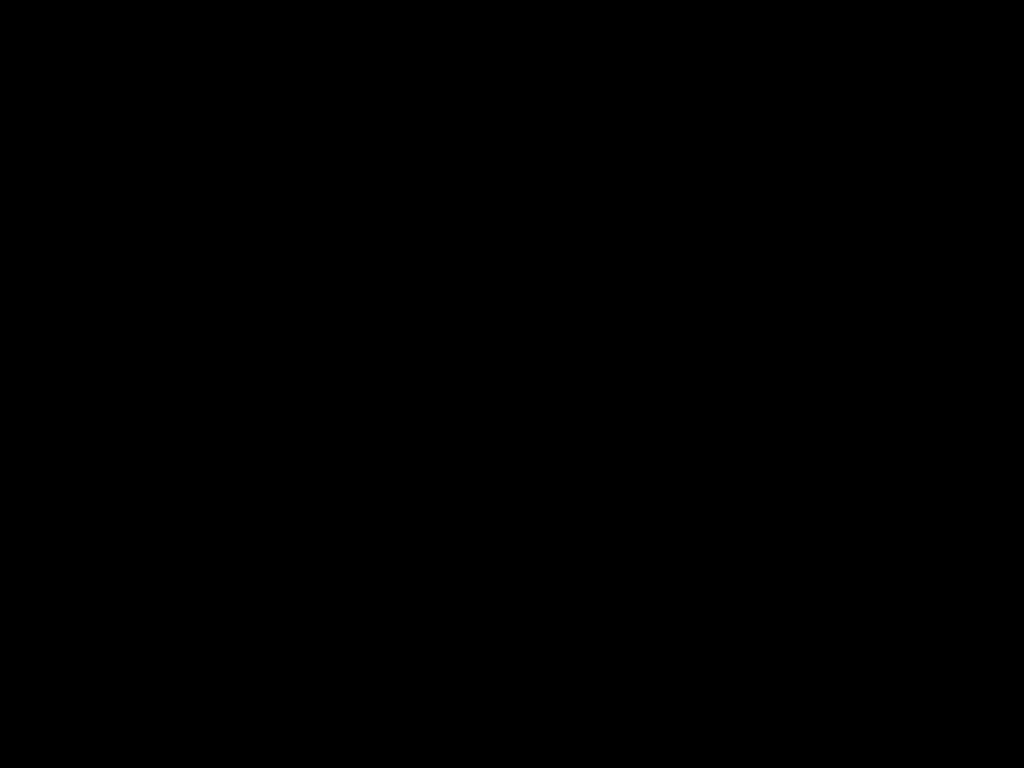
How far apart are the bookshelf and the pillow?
0.0m

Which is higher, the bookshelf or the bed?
the bed

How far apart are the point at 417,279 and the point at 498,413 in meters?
0.7 m

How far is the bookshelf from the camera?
1.10m

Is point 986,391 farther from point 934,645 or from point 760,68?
point 760,68

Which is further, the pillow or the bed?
the pillow

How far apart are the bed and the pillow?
0.01m

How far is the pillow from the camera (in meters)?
1.10

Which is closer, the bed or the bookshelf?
the bed
